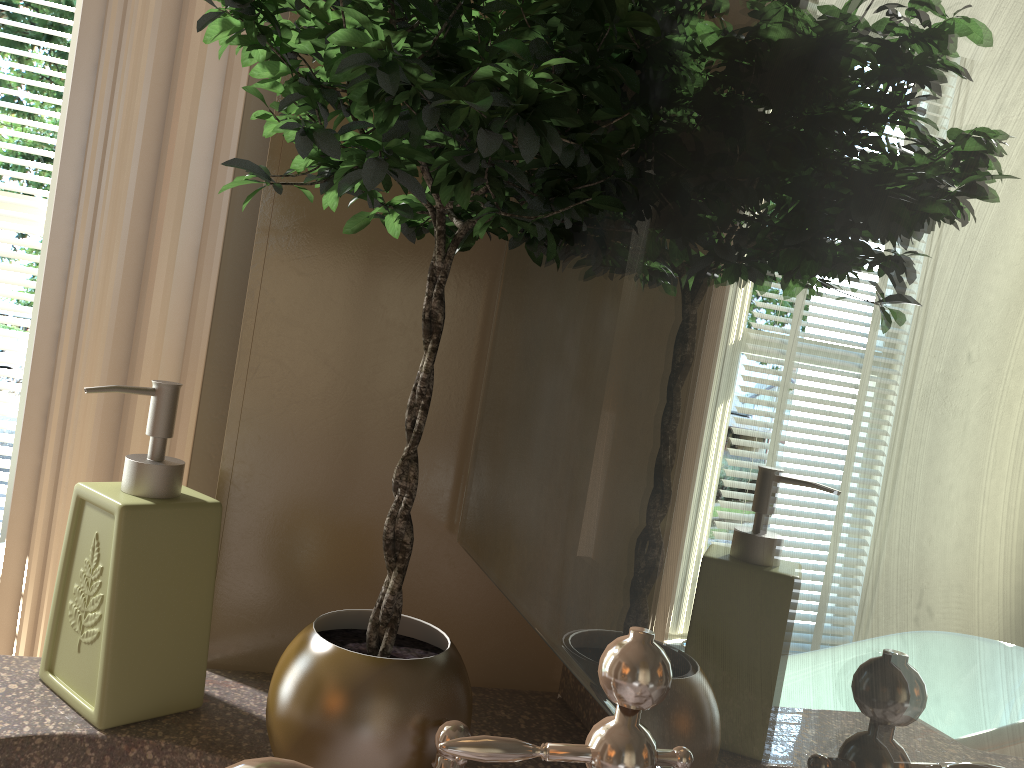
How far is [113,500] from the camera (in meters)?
0.60

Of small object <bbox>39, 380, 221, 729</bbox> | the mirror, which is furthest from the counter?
the mirror

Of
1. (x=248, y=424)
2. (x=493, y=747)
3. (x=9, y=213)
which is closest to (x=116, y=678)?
(x=248, y=424)

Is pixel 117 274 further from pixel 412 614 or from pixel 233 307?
pixel 412 614

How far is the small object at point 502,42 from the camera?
0.41m

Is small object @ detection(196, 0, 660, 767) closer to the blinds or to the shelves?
the shelves

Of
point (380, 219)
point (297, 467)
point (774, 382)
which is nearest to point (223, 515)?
point (297, 467)

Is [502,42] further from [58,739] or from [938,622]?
[58,739]

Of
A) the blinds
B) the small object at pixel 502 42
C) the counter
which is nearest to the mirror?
the small object at pixel 502 42

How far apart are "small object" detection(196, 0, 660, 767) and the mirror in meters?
0.0 m
